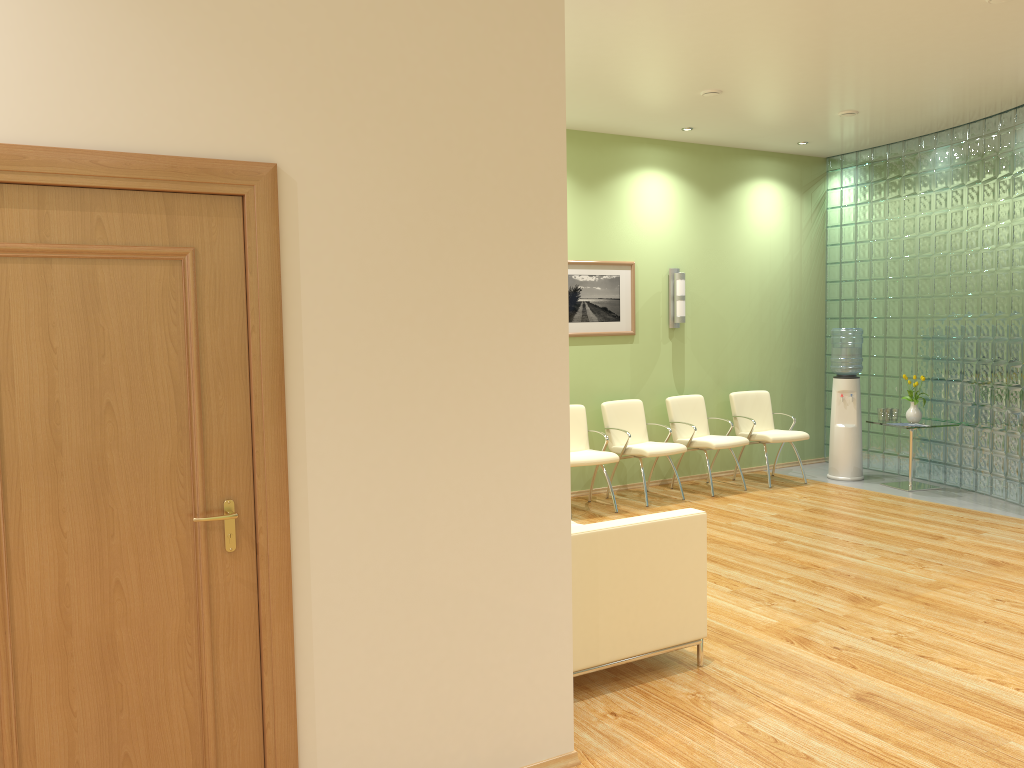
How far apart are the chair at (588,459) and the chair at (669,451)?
0.3m

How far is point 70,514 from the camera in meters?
2.4

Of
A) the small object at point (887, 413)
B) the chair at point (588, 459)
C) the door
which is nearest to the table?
the small object at point (887, 413)

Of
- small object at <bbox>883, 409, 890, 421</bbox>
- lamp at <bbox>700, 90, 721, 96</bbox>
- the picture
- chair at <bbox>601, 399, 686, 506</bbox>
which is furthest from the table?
lamp at <bbox>700, 90, 721, 96</bbox>

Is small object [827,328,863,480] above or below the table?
Answer: above

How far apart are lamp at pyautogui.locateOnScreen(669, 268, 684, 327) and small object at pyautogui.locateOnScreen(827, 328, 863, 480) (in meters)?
1.56

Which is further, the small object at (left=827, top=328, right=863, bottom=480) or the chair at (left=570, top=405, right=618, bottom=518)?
the small object at (left=827, top=328, right=863, bottom=480)

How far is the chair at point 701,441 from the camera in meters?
8.2

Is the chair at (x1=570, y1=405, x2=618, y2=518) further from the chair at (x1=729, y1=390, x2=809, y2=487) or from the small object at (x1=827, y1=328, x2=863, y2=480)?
the small object at (x1=827, y1=328, x2=863, y2=480)

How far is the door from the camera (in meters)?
2.35
